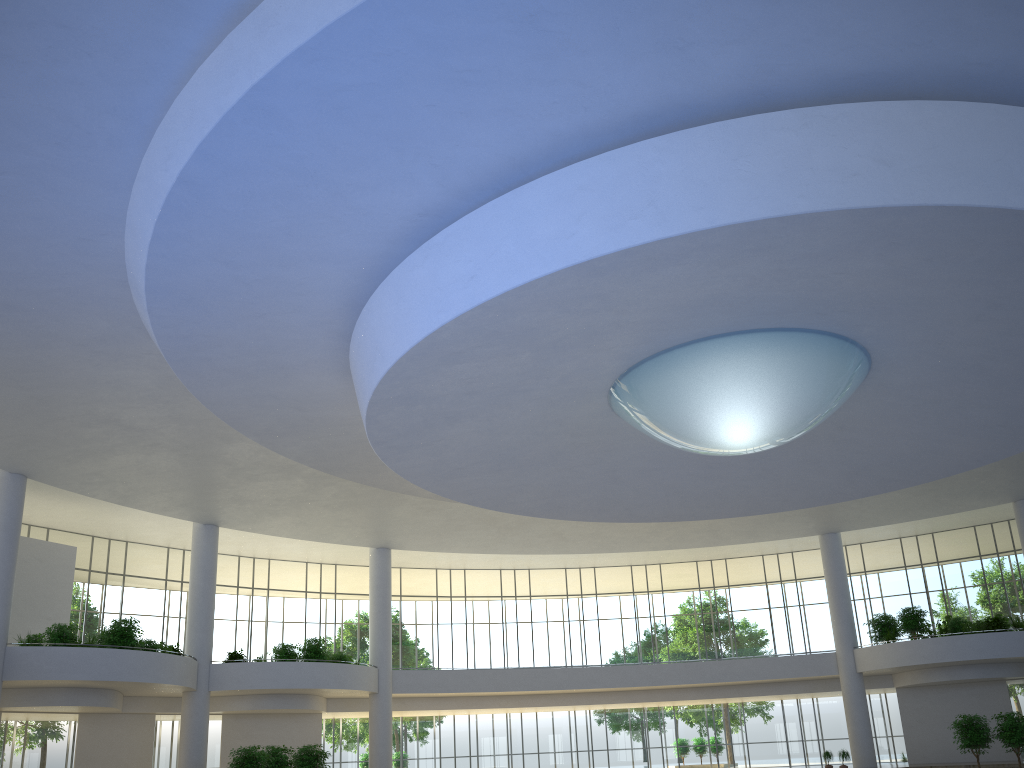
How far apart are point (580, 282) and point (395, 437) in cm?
1564
